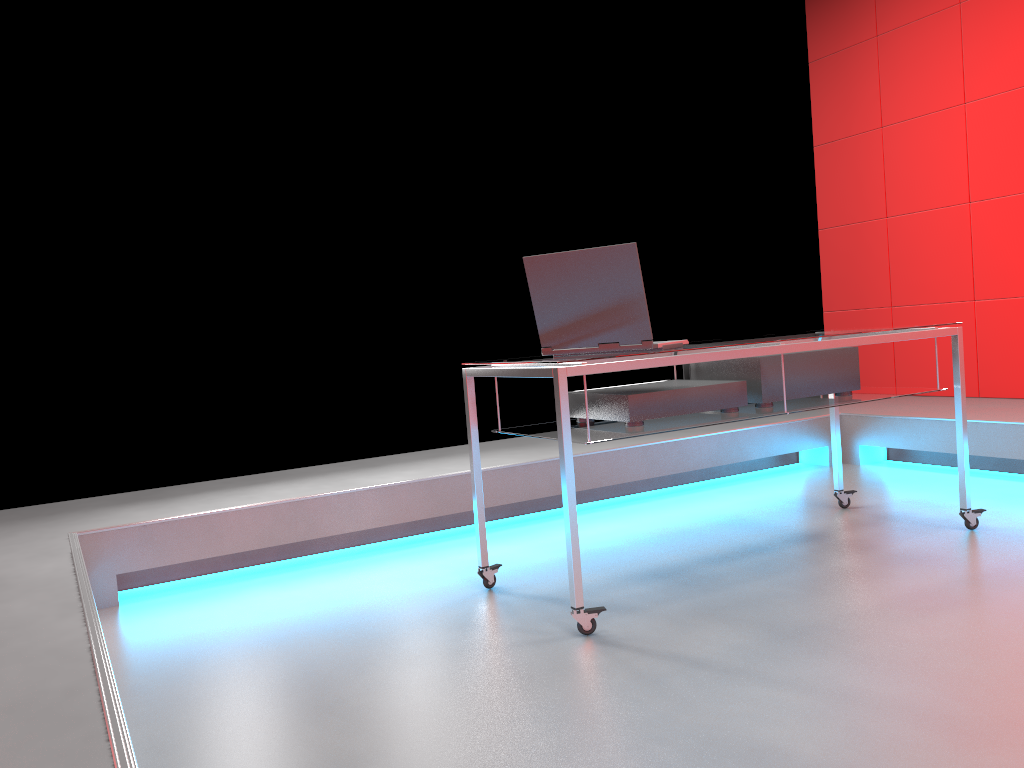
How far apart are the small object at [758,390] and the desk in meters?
0.0 m

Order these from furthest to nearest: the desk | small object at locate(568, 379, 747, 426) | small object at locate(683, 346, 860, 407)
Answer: small object at locate(683, 346, 860, 407)
small object at locate(568, 379, 747, 426)
the desk

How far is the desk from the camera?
2.19m

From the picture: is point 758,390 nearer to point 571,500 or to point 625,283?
point 625,283

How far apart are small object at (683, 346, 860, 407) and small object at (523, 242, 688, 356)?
0.3 meters

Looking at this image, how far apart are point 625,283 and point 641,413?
0.38m

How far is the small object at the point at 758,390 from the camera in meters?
2.7 m

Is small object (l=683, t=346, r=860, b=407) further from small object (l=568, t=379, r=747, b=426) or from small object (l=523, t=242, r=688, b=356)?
small object (l=523, t=242, r=688, b=356)

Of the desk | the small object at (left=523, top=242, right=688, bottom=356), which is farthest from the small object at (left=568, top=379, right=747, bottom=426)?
the small object at (left=523, top=242, right=688, bottom=356)

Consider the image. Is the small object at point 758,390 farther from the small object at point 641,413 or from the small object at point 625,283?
the small object at point 625,283
